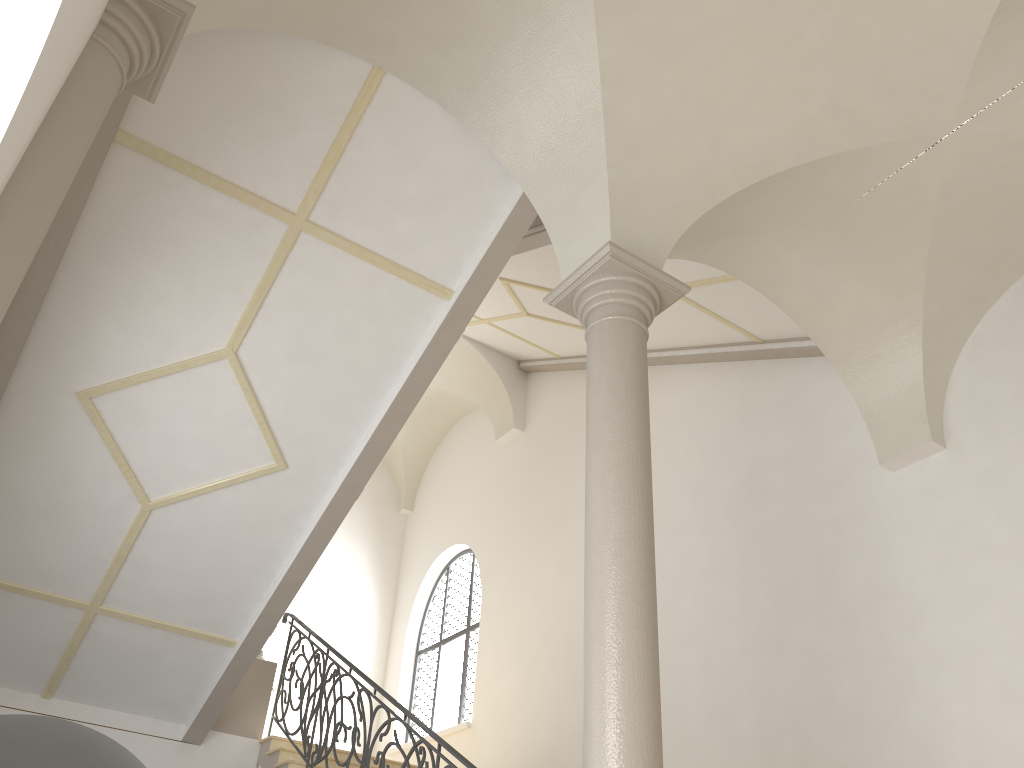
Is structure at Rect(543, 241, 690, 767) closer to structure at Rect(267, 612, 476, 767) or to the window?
structure at Rect(267, 612, 476, 767)

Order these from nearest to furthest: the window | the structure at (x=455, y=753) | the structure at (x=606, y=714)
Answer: the structure at (x=606, y=714) → the structure at (x=455, y=753) → the window

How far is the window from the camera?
12.54m

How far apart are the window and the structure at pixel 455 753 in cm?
301

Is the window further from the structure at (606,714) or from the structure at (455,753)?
the structure at (606,714)

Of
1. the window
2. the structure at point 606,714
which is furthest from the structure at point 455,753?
the window

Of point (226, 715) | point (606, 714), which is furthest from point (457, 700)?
point (606, 714)

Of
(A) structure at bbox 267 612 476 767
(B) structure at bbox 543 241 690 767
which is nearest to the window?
(A) structure at bbox 267 612 476 767

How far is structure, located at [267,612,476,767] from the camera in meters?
6.0

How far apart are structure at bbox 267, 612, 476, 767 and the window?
3.01m
